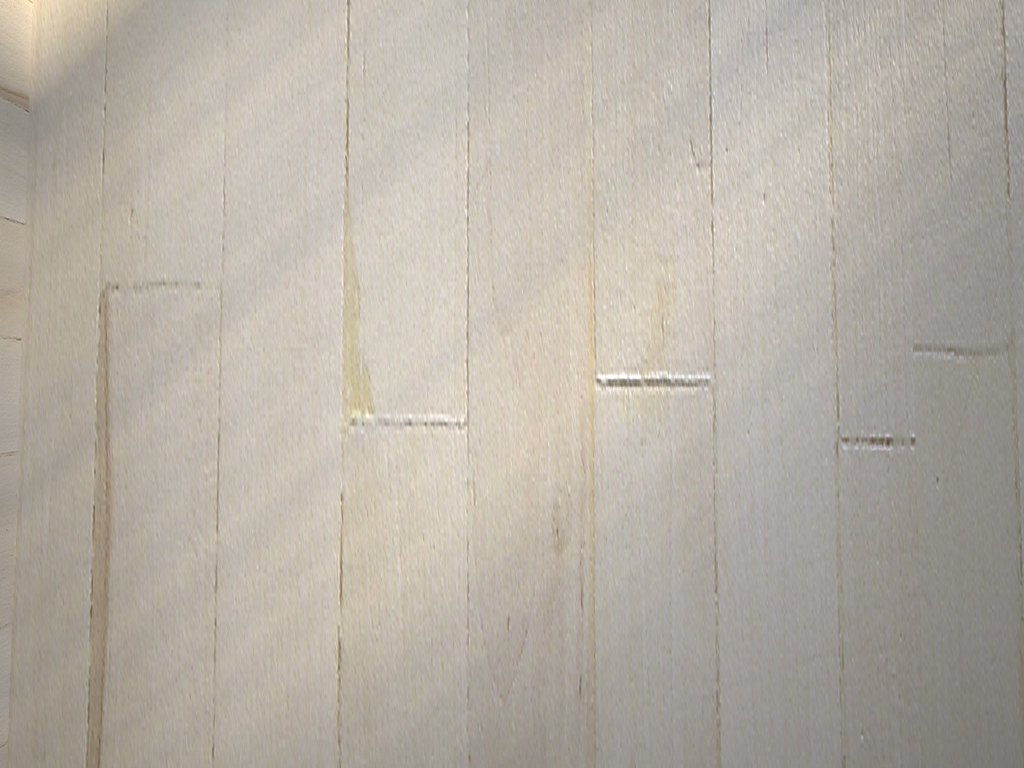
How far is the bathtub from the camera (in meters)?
0.81

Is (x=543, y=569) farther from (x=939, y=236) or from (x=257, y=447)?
(x=939, y=236)

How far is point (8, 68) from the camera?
0.8m

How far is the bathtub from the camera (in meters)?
0.81
